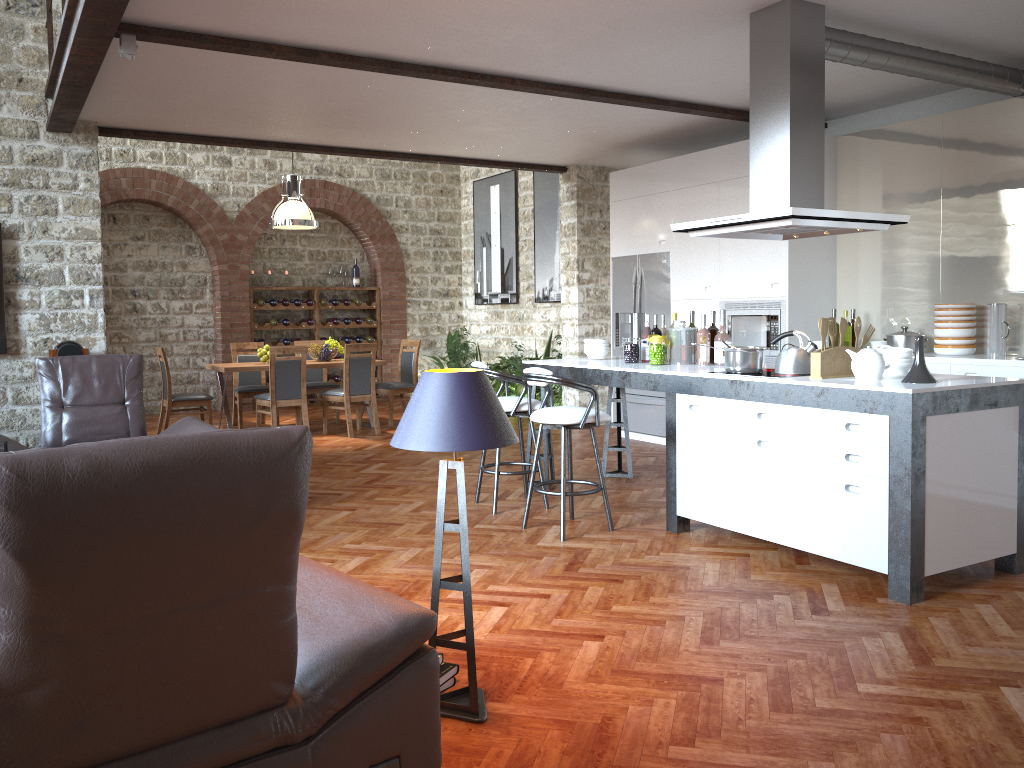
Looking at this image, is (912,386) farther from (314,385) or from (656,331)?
(314,385)

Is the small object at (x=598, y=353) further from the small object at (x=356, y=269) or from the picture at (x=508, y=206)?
the small object at (x=356, y=269)

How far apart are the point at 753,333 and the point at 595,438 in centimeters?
278cm

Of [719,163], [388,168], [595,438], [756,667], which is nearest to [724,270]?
[719,163]

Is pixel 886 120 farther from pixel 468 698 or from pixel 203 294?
pixel 203 294

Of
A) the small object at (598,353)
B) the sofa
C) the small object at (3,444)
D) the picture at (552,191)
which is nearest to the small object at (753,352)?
the small object at (598,353)

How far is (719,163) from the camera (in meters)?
7.61

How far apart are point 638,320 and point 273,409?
4.4 meters

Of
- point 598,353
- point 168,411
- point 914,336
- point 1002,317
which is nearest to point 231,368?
point 168,411

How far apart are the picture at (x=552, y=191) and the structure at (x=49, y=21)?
6.1 meters
